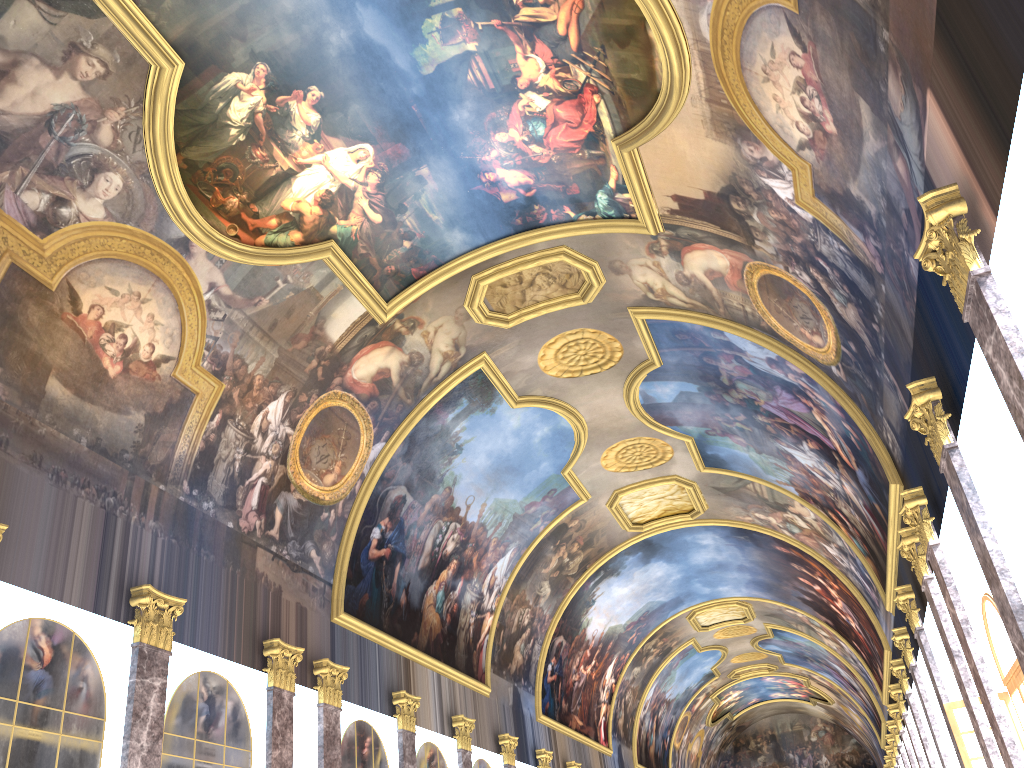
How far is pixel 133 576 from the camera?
13.2 meters

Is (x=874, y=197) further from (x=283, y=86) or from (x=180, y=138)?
(x=180, y=138)
